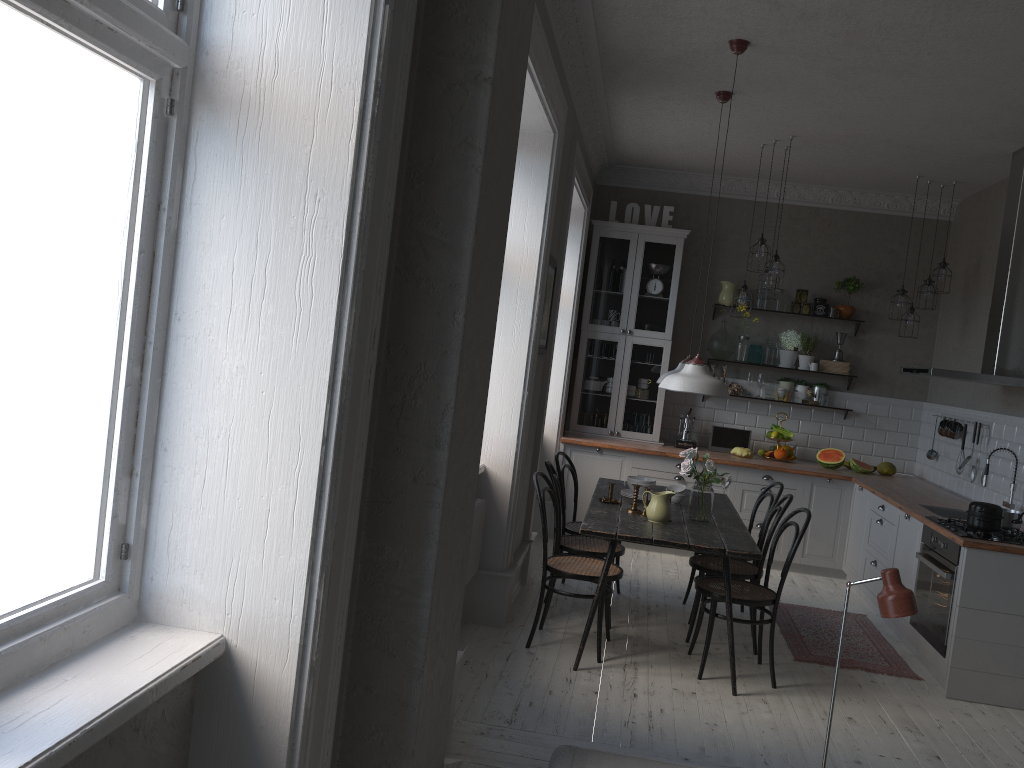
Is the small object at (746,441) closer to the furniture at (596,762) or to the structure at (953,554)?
the structure at (953,554)

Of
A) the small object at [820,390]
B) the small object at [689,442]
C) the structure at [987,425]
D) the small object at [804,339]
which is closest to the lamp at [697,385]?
the structure at [987,425]

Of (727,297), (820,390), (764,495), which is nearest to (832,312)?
(820,390)

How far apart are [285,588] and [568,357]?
5.64m

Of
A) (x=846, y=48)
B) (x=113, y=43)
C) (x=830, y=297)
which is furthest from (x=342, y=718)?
(x=830, y=297)

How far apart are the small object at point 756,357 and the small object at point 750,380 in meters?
0.1

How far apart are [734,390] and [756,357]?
0.35m

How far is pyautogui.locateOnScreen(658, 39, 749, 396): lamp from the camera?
4.5m

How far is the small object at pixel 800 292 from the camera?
7.7 meters

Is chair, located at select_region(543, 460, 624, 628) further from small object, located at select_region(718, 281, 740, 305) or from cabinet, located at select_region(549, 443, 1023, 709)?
small object, located at select_region(718, 281, 740, 305)
